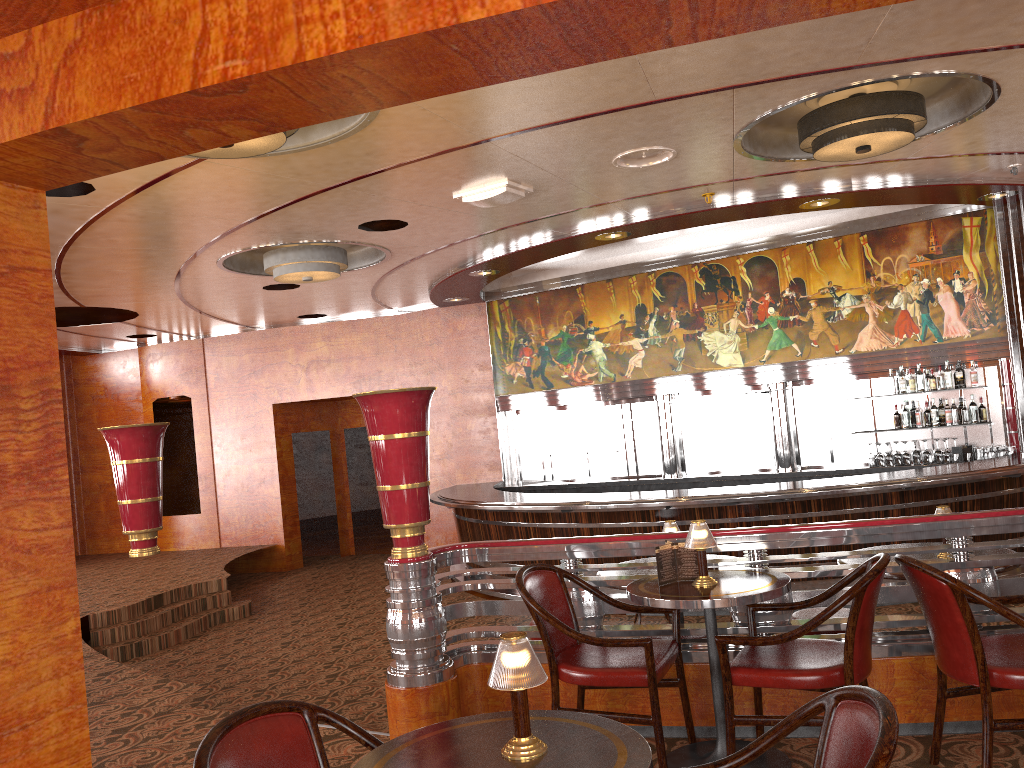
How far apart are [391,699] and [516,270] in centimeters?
824cm

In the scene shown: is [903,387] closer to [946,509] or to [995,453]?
[995,453]

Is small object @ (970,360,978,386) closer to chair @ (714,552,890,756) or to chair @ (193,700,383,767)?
chair @ (714,552,890,756)

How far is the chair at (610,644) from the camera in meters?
3.3

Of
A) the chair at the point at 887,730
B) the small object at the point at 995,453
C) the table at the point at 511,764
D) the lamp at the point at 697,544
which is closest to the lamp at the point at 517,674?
the table at the point at 511,764

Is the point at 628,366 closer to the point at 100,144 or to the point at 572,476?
the point at 572,476

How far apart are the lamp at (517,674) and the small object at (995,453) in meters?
8.5 m

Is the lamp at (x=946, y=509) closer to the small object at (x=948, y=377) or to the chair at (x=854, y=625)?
the chair at (x=854, y=625)

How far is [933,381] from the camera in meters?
9.4 m

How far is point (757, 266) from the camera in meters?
10.4
